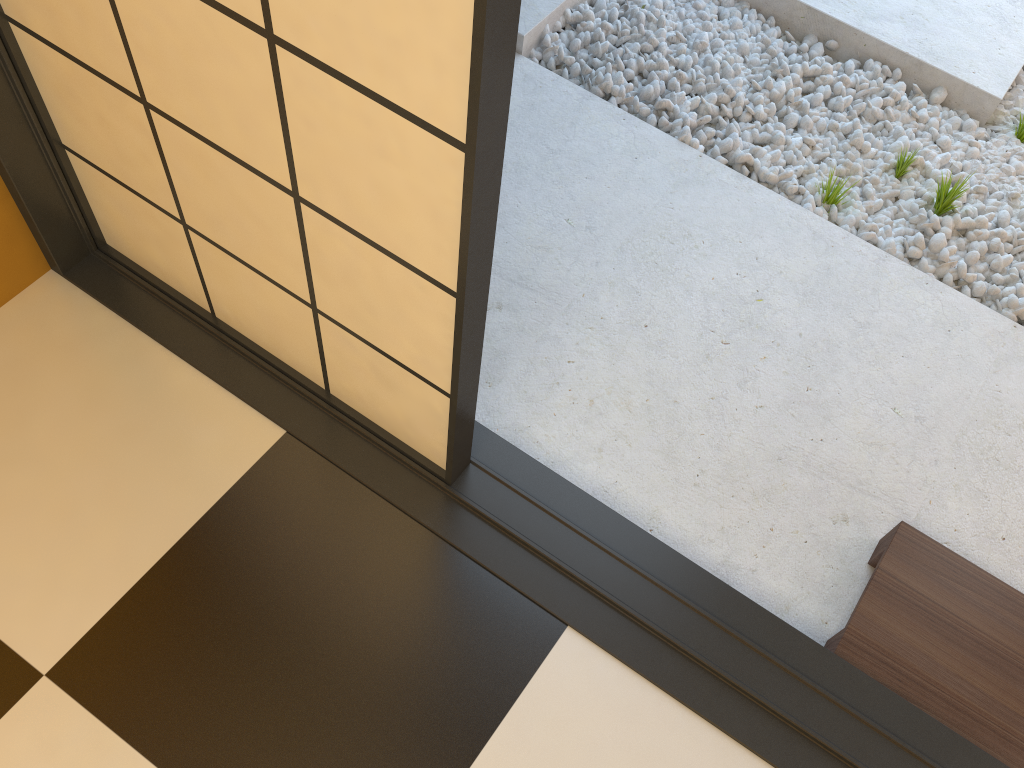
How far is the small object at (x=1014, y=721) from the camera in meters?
1.6

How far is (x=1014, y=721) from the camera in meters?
1.6 m

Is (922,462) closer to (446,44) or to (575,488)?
(575,488)

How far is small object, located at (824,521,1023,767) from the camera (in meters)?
1.59
